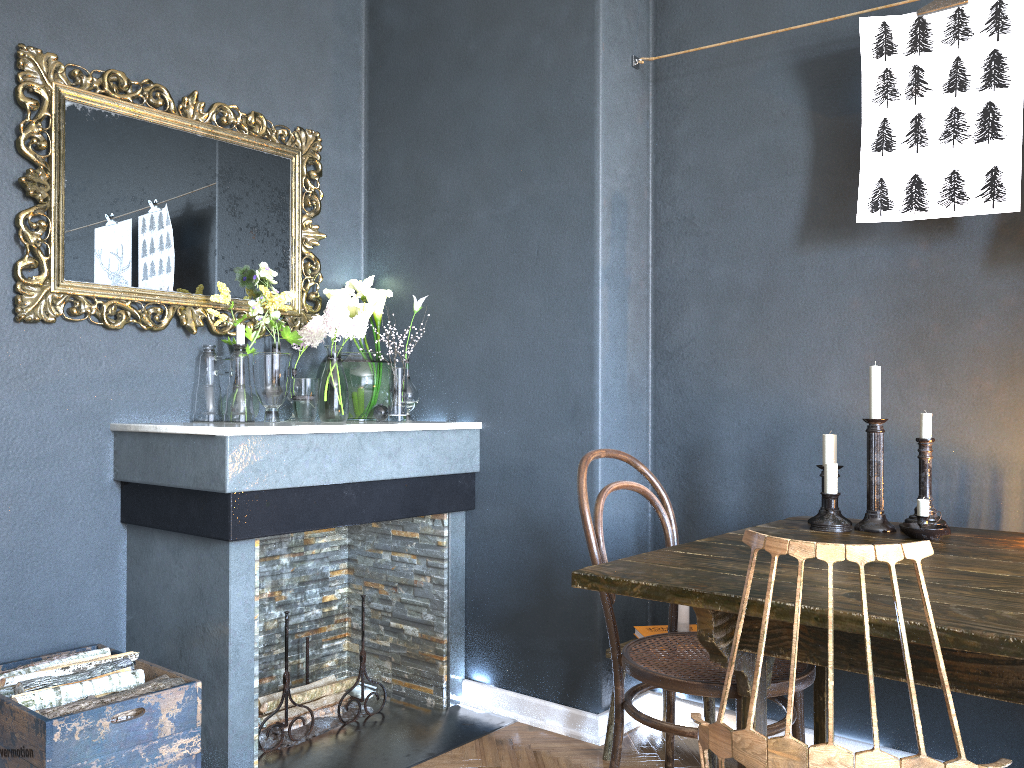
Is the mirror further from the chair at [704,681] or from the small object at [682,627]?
the small object at [682,627]

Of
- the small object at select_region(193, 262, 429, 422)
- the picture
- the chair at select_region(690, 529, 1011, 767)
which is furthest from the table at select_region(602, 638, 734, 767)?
the picture

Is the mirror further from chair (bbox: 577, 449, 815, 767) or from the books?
the books

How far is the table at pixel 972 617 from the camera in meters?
1.3 m

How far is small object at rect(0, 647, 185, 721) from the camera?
2.11m

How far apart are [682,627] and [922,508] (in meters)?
0.80

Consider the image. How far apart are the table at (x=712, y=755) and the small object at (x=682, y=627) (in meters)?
0.23

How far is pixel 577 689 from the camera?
2.77m

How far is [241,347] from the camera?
2.81m

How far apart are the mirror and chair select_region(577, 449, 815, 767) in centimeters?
140cm
